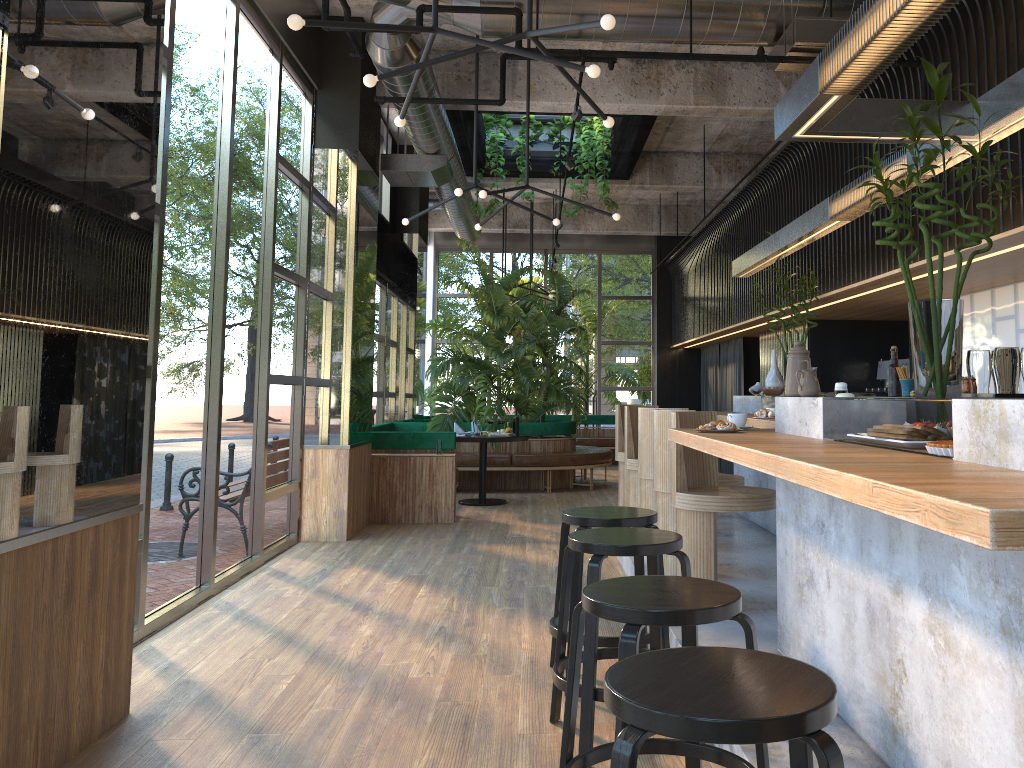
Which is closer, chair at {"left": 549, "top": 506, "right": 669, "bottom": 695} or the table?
chair at {"left": 549, "top": 506, "right": 669, "bottom": 695}

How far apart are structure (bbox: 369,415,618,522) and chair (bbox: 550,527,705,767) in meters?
5.2 m

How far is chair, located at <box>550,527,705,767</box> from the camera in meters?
3.0 m

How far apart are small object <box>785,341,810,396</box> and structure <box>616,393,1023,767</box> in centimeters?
4cm

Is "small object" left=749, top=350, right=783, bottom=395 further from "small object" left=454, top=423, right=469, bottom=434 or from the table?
"small object" left=454, top=423, right=469, bottom=434

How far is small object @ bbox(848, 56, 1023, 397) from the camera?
3.3 meters

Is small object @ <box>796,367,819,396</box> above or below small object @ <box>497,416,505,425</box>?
above

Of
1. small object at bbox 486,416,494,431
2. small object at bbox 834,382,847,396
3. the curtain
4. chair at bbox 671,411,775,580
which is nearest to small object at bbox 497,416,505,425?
small object at bbox 486,416,494,431

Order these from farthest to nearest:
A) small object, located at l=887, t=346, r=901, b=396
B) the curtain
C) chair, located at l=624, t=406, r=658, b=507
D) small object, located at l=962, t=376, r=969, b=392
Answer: the curtain → chair, located at l=624, t=406, r=658, b=507 → small object, located at l=887, t=346, r=901, b=396 → small object, located at l=962, t=376, r=969, b=392

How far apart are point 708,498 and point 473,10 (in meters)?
3.21
